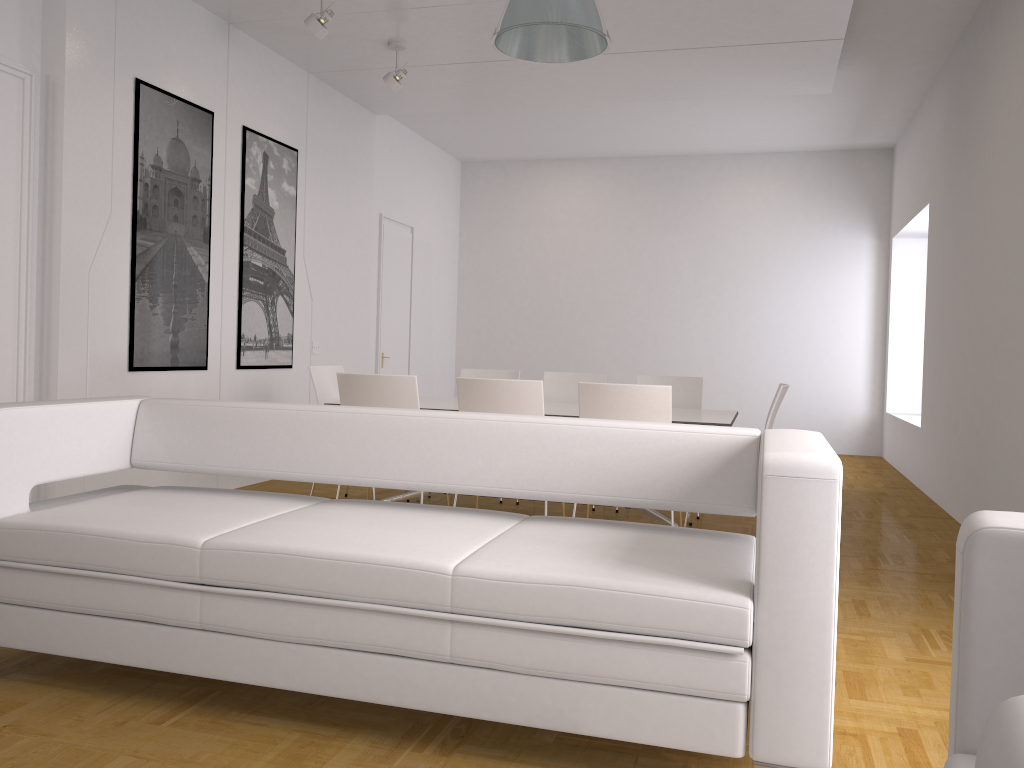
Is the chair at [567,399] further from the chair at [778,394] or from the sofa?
the sofa

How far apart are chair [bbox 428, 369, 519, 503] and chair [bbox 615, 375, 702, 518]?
0.9 meters

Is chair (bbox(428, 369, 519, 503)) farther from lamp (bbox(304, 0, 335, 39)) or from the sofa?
the sofa

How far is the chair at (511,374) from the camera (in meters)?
6.75

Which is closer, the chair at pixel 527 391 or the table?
the chair at pixel 527 391

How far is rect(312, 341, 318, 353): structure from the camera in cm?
759

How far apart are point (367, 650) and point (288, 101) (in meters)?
5.67

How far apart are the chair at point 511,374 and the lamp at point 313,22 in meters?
2.6 m

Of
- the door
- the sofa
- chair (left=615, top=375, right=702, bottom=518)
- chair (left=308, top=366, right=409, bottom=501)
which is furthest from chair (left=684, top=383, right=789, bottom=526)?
the door

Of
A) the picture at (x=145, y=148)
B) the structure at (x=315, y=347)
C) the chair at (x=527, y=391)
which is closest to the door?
the structure at (x=315, y=347)
